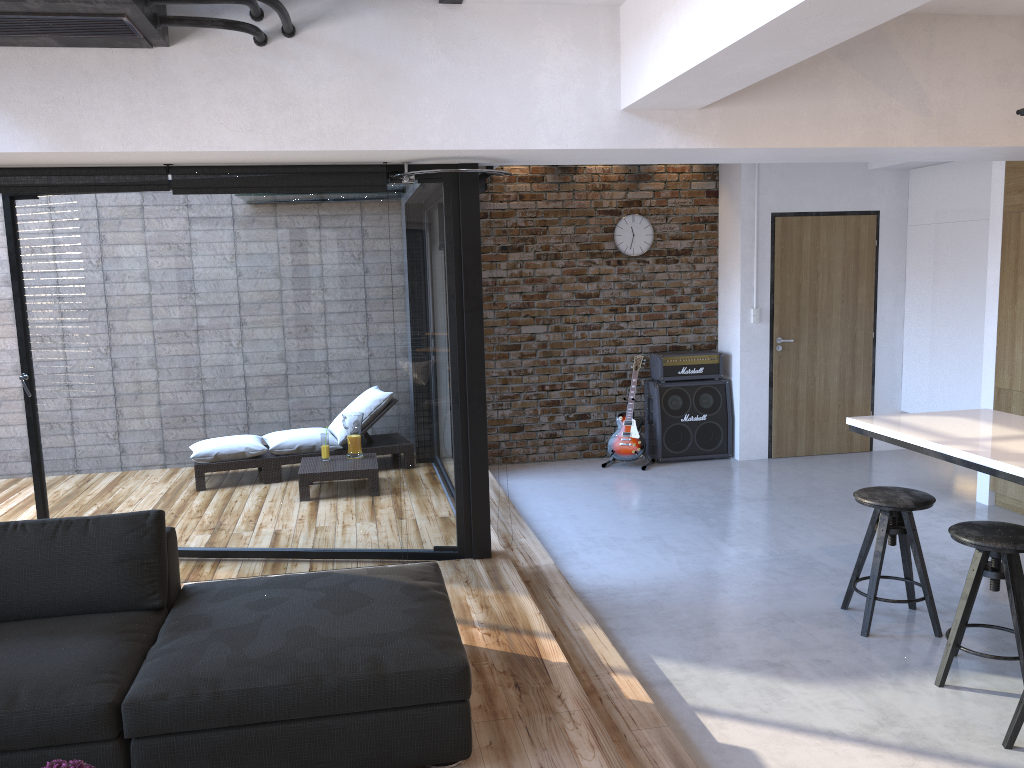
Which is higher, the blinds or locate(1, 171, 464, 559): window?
the blinds

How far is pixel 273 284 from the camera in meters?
4.7

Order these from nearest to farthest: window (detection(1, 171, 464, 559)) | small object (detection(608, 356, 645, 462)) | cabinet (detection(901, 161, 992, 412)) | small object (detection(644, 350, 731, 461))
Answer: window (detection(1, 171, 464, 559)) < cabinet (detection(901, 161, 992, 412)) < small object (detection(608, 356, 645, 462)) < small object (detection(644, 350, 731, 461))

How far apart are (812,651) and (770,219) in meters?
4.5 m

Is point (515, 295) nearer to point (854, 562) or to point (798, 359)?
point (798, 359)

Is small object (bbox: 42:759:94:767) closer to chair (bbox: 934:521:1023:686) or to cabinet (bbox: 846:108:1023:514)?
chair (bbox: 934:521:1023:686)

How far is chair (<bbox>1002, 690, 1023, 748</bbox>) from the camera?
3.1 meters

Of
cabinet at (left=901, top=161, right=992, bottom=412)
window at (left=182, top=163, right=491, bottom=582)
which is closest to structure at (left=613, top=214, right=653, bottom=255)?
cabinet at (left=901, top=161, right=992, bottom=412)

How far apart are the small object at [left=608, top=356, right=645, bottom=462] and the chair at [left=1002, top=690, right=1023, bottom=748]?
4.5m

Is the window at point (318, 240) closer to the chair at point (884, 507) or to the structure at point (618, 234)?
the chair at point (884, 507)
